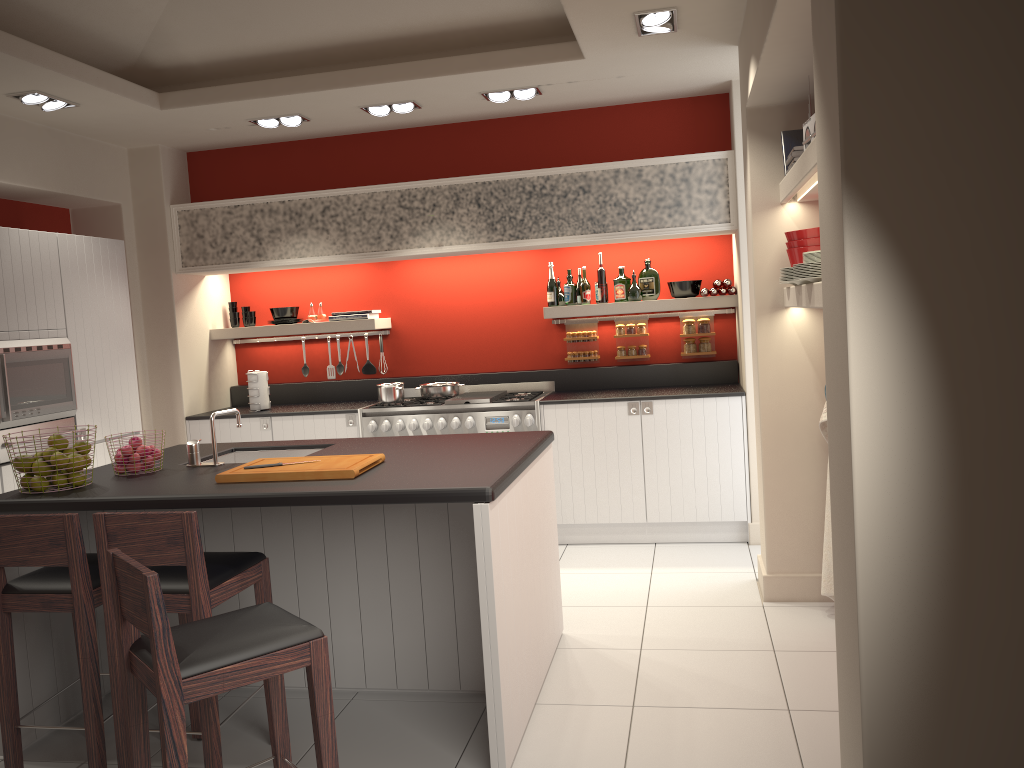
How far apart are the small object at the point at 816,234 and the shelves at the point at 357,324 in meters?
3.4 m

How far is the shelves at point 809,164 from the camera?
3.44m

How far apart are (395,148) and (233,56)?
1.4m

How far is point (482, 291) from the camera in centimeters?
690cm

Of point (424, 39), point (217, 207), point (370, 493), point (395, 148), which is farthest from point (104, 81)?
point (370, 493)

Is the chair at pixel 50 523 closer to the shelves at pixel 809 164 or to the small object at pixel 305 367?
the shelves at pixel 809 164

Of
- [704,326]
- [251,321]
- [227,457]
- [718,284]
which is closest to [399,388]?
[251,321]

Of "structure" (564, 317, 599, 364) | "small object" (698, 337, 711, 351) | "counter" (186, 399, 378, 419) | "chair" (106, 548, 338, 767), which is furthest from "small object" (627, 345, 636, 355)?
"chair" (106, 548, 338, 767)

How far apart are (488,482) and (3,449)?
3.17m

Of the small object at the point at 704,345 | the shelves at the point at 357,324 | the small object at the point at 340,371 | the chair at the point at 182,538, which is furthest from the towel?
the small object at the point at 340,371
